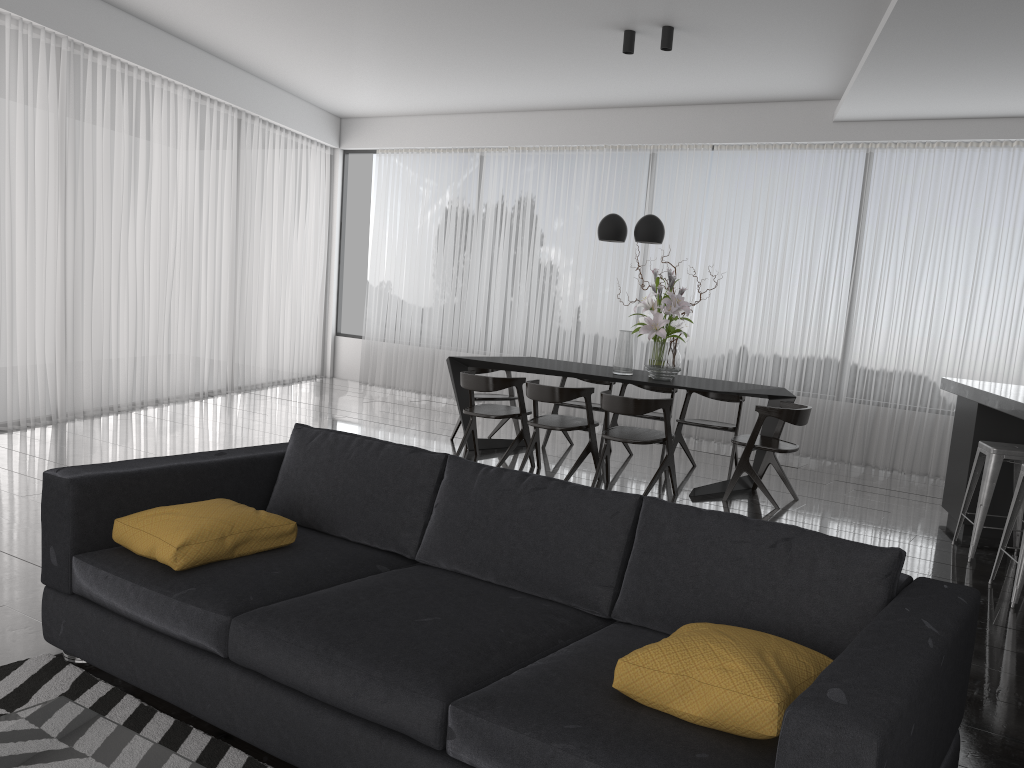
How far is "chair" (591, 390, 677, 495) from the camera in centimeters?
554cm

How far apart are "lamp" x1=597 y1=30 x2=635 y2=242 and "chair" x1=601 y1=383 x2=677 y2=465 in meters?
1.3

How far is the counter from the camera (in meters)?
4.25

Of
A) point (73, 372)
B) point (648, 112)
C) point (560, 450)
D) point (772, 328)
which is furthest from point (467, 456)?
point (648, 112)

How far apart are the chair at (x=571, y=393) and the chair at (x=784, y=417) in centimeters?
93cm

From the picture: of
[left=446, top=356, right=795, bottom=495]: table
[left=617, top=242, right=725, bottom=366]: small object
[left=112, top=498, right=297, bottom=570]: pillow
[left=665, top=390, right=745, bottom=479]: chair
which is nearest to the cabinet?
[left=446, top=356, right=795, bottom=495]: table

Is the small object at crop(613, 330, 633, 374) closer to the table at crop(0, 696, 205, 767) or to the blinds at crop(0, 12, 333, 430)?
the blinds at crop(0, 12, 333, 430)

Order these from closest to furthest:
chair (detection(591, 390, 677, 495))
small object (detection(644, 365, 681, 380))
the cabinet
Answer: the cabinet → chair (detection(591, 390, 677, 495)) → small object (detection(644, 365, 681, 380))

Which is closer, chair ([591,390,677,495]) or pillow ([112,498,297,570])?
pillow ([112,498,297,570])

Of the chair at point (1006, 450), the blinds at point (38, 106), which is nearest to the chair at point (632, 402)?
the chair at point (1006, 450)
